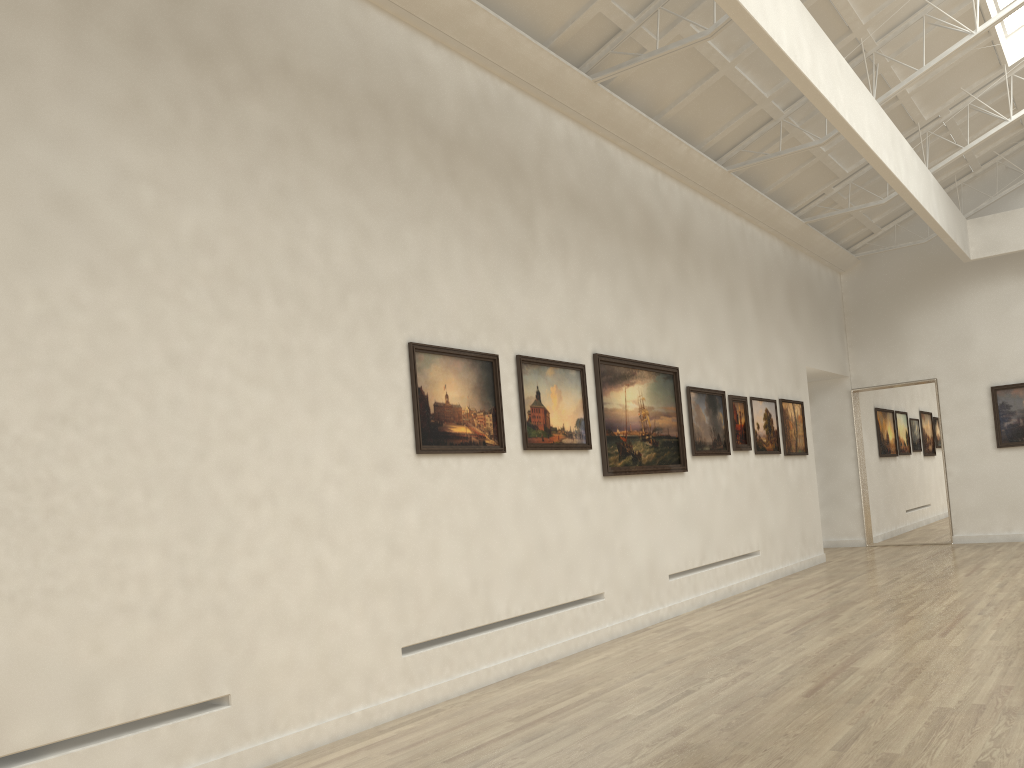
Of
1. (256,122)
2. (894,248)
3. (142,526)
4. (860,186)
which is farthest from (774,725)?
(894,248)

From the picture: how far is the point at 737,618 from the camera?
17.2m
